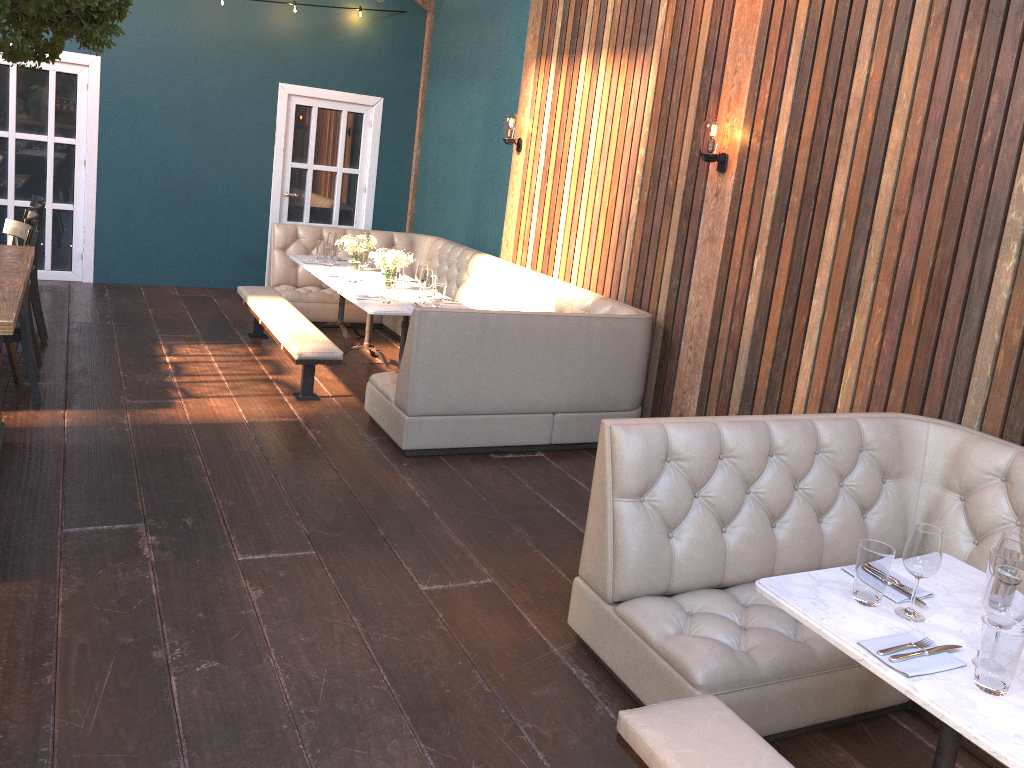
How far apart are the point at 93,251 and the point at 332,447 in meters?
5.2 m

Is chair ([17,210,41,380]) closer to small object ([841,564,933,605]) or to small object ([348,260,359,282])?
small object ([348,260,359,282])

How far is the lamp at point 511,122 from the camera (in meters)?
7.39

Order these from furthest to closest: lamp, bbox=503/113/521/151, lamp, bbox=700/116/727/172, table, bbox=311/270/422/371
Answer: lamp, bbox=503/113/521/151
table, bbox=311/270/422/371
lamp, bbox=700/116/727/172

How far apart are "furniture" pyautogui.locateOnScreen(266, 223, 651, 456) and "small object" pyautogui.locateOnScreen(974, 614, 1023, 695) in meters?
3.3

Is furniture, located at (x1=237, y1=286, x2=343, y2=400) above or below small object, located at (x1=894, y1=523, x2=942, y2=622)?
below

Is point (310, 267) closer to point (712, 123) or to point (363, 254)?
point (363, 254)

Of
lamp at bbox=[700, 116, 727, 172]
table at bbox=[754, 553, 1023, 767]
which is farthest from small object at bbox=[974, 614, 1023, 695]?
lamp at bbox=[700, 116, 727, 172]

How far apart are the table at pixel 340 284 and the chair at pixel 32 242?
2.0 meters

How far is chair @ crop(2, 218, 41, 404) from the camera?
4.9 meters
